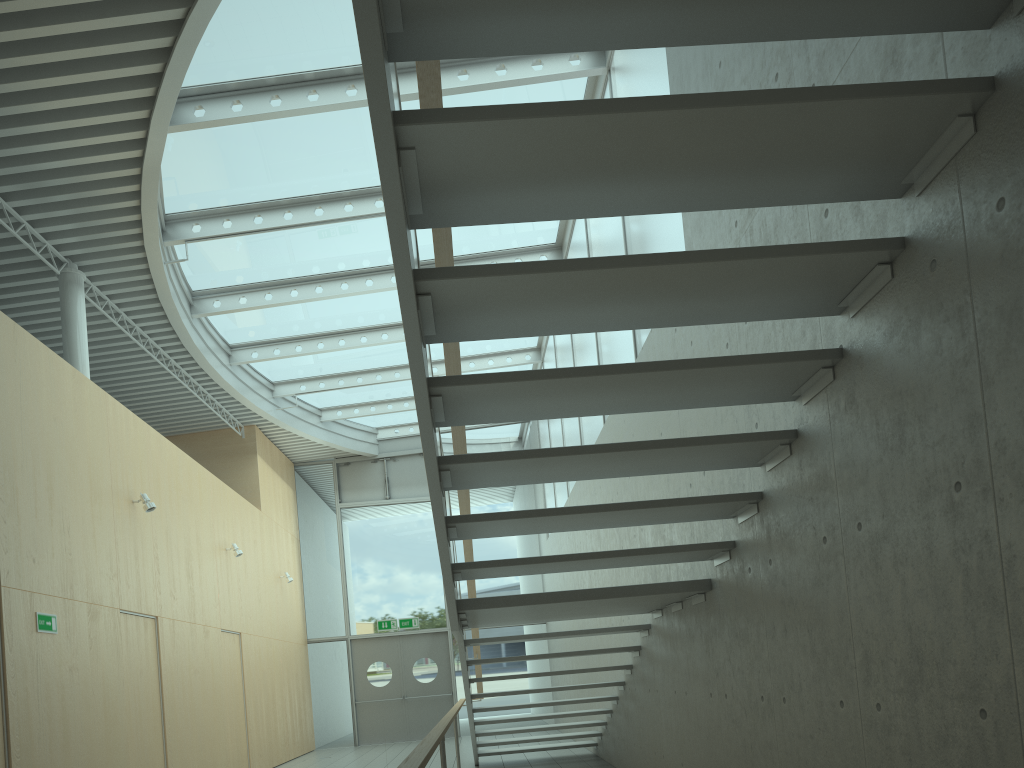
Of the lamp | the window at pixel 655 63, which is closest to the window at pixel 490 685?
the window at pixel 655 63

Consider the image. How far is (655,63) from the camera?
6.1m

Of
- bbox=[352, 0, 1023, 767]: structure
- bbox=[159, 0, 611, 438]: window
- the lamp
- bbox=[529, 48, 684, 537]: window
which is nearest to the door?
bbox=[529, 48, 684, 537]: window

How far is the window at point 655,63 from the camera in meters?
6.1

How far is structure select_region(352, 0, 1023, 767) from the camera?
2.3 meters

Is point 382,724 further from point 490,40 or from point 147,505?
point 490,40

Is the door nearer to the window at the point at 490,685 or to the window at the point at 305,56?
the window at the point at 490,685

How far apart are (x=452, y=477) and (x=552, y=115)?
1.85m

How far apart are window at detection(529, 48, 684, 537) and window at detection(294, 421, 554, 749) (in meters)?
2.17

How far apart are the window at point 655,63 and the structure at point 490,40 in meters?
1.9 m
